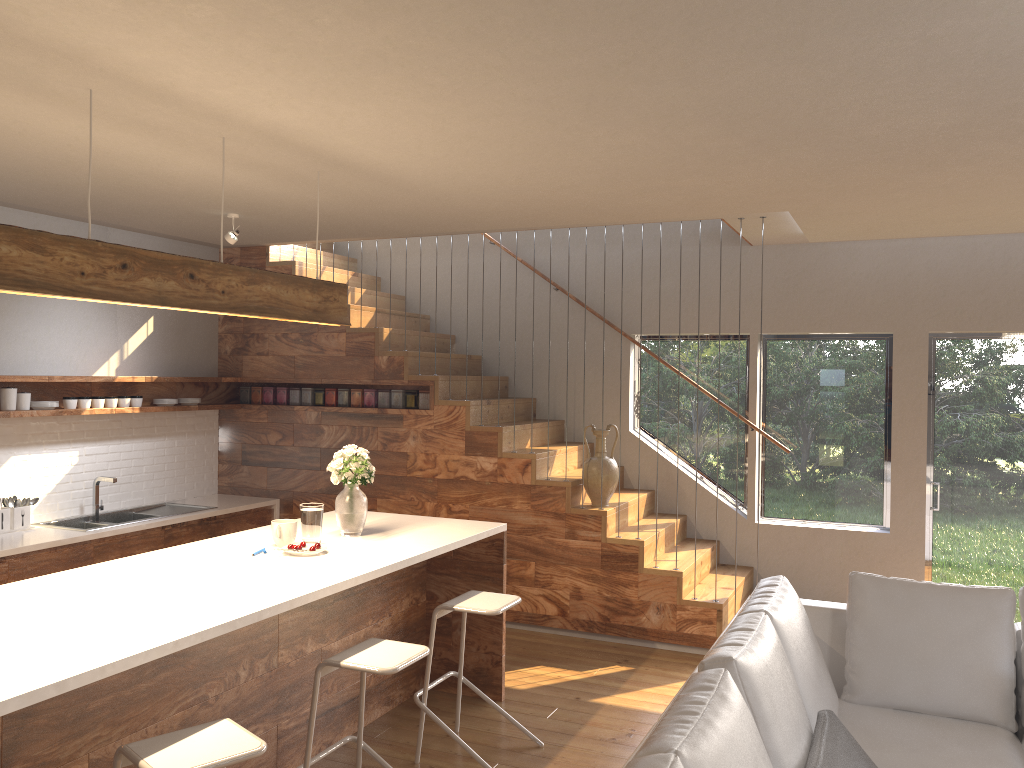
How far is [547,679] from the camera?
5.2 meters

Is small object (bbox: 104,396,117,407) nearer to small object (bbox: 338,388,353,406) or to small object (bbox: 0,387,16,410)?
small object (bbox: 0,387,16,410)

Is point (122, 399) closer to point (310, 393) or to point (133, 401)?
point (133, 401)

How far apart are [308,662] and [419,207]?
2.5 meters

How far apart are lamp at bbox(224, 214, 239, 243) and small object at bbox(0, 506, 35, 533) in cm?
212

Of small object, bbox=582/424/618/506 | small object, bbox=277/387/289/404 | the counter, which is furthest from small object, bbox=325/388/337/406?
small object, bbox=582/424/618/506

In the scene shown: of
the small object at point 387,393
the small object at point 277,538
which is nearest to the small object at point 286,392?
the small object at point 387,393

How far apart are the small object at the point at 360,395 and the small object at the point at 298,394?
0.5m

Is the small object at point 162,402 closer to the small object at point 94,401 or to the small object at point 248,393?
the small object at point 94,401

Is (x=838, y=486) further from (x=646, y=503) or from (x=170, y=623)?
(x=170, y=623)
